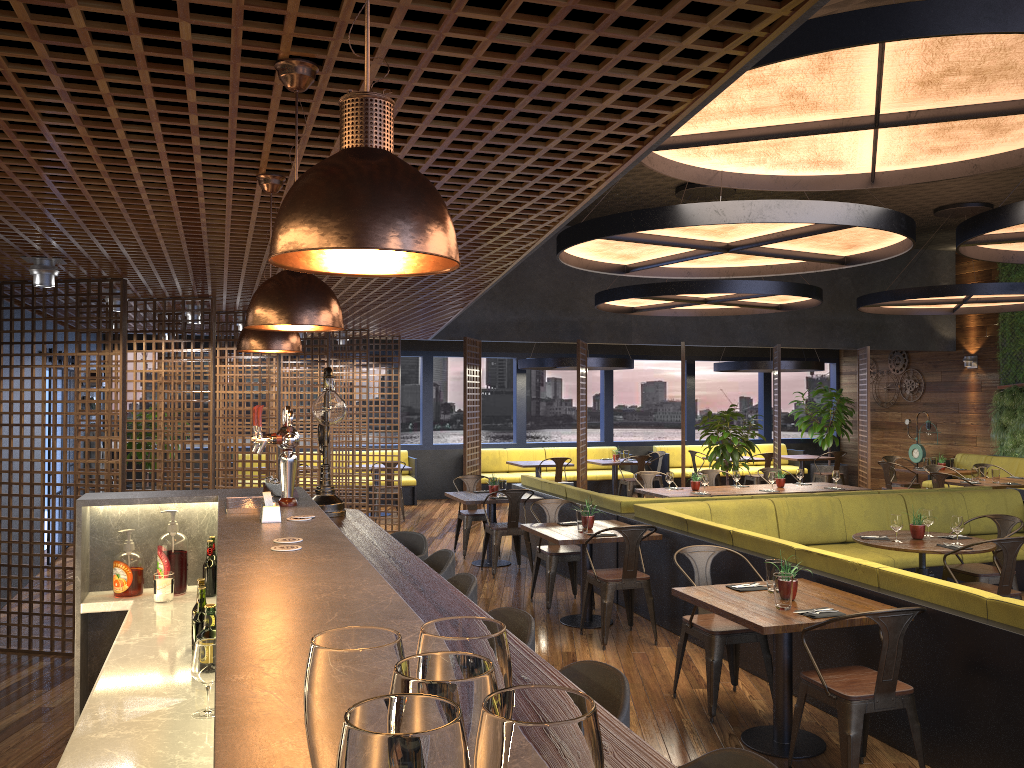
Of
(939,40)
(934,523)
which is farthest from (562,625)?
(939,40)

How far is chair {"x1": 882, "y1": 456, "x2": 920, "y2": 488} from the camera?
14.0m

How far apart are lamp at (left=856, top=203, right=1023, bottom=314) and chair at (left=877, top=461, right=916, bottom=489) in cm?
232

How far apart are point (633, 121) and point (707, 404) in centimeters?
1844cm

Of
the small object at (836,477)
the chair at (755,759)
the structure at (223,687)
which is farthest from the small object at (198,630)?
the small object at (836,477)

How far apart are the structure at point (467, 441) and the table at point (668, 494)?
2.9m

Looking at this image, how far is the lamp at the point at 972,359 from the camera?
15.50m

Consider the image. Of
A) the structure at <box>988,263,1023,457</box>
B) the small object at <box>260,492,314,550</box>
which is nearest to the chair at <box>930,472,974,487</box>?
the structure at <box>988,263,1023,457</box>

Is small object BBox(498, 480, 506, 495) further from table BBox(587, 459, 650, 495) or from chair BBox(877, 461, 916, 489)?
chair BBox(877, 461, 916, 489)

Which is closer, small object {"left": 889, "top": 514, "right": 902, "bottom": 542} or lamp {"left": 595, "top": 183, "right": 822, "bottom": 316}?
small object {"left": 889, "top": 514, "right": 902, "bottom": 542}
